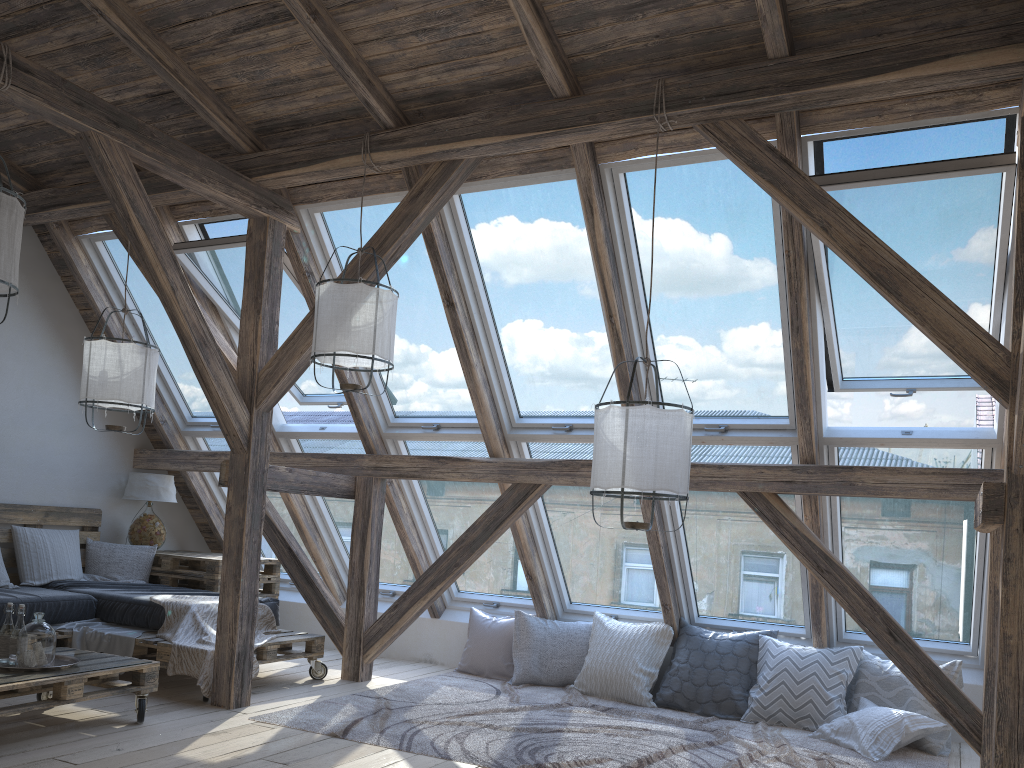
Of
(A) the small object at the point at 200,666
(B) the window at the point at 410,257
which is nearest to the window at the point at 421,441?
(B) the window at the point at 410,257

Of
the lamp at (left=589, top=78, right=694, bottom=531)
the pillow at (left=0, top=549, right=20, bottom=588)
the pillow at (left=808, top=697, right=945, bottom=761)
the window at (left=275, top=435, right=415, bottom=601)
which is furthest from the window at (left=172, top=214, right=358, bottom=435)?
the pillow at (left=808, top=697, right=945, bottom=761)

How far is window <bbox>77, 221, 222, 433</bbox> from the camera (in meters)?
6.04

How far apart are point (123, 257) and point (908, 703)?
5.6m

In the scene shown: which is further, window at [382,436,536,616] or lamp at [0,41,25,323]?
window at [382,436,536,616]

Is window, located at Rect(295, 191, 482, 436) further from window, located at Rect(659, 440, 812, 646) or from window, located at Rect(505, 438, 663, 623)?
window, located at Rect(659, 440, 812, 646)

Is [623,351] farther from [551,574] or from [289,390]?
[289,390]

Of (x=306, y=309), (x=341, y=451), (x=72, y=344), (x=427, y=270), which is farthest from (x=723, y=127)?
(x=72, y=344)

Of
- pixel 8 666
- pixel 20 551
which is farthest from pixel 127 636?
pixel 20 551

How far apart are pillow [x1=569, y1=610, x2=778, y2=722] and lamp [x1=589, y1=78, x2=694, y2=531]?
2.0 meters
